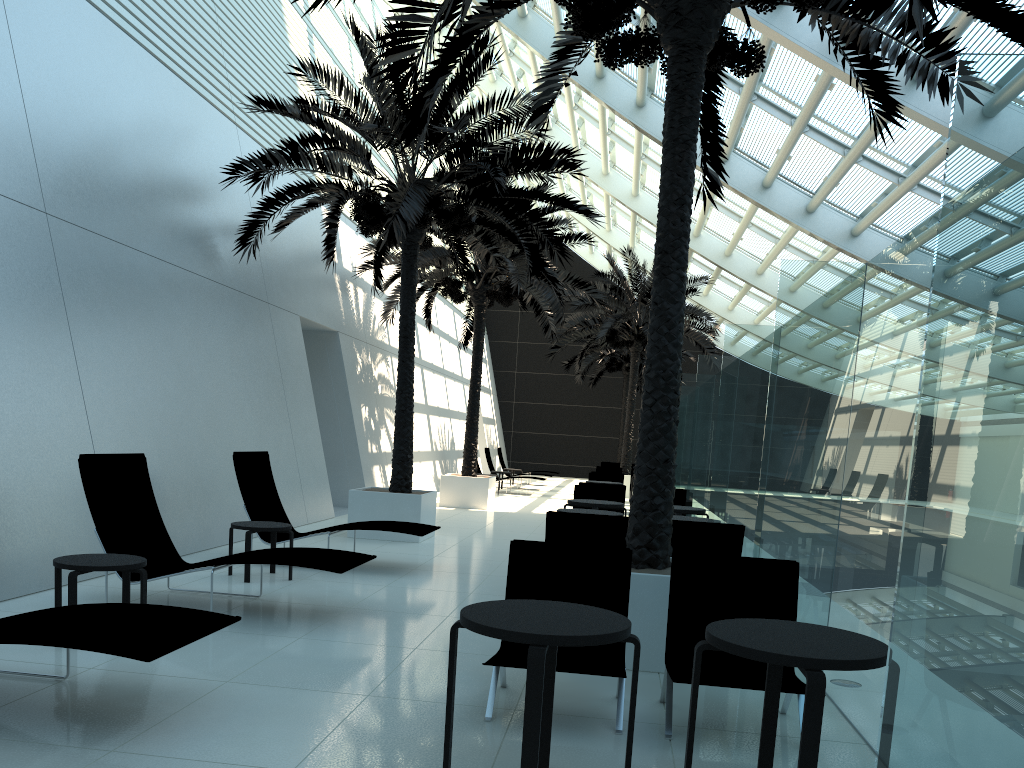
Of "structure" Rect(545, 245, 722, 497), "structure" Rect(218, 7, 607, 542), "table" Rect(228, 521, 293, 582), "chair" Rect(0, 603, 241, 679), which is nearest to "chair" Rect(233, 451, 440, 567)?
"table" Rect(228, 521, 293, 582)

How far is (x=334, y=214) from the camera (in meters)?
10.74

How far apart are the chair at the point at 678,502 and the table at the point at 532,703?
8.55m

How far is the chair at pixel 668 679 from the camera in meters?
4.5

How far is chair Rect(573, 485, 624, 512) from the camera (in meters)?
12.09

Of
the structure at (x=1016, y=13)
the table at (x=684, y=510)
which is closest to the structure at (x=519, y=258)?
the table at (x=684, y=510)

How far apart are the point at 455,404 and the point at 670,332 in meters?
21.1 m

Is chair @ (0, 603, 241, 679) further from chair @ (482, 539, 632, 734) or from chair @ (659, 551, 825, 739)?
chair @ (659, 551, 825, 739)

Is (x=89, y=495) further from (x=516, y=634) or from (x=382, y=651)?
(x=516, y=634)

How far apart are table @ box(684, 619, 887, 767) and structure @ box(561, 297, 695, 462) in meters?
27.6 m
